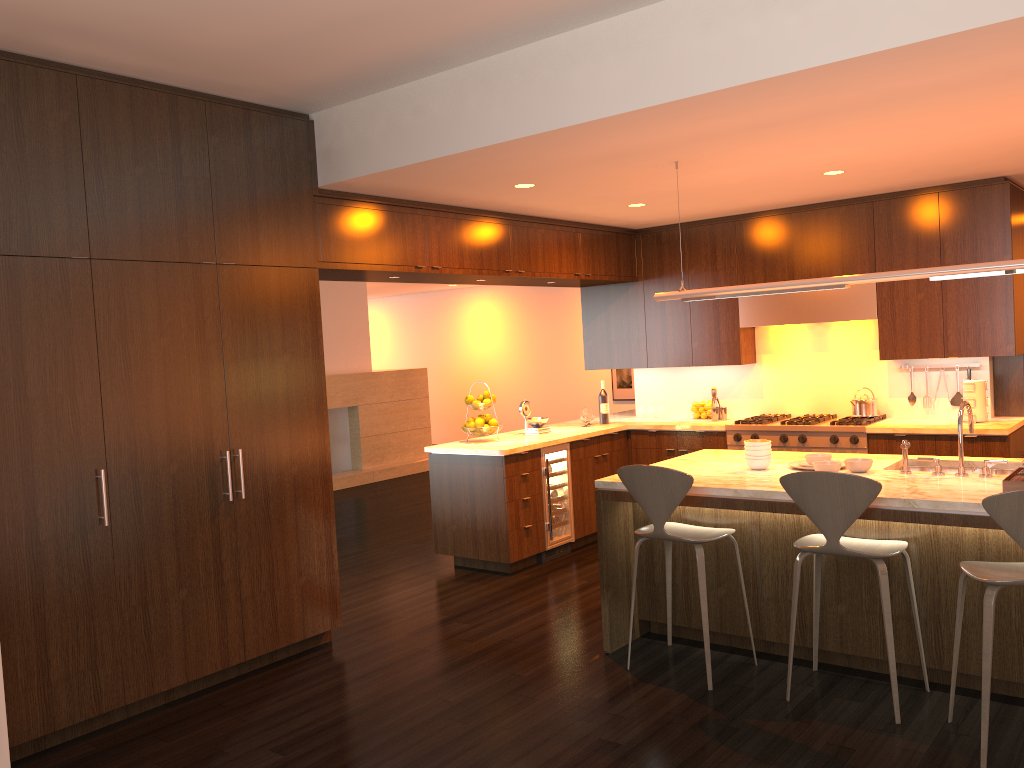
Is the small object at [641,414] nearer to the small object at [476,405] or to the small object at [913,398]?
the small object at [476,405]

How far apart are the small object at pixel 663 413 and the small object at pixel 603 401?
0.6m

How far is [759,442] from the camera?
4.72m

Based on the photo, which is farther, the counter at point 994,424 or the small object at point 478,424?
the small object at point 478,424

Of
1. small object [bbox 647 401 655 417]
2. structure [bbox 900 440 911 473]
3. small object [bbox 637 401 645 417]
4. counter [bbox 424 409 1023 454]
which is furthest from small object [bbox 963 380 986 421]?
small object [bbox 637 401 645 417]

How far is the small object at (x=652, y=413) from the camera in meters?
8.0

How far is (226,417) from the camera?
4.5 meters

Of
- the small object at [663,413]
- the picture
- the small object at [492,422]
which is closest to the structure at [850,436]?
the small object at [663,413]

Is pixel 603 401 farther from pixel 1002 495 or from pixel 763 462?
pixel 1002 495

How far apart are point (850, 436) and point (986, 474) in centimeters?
234cm
